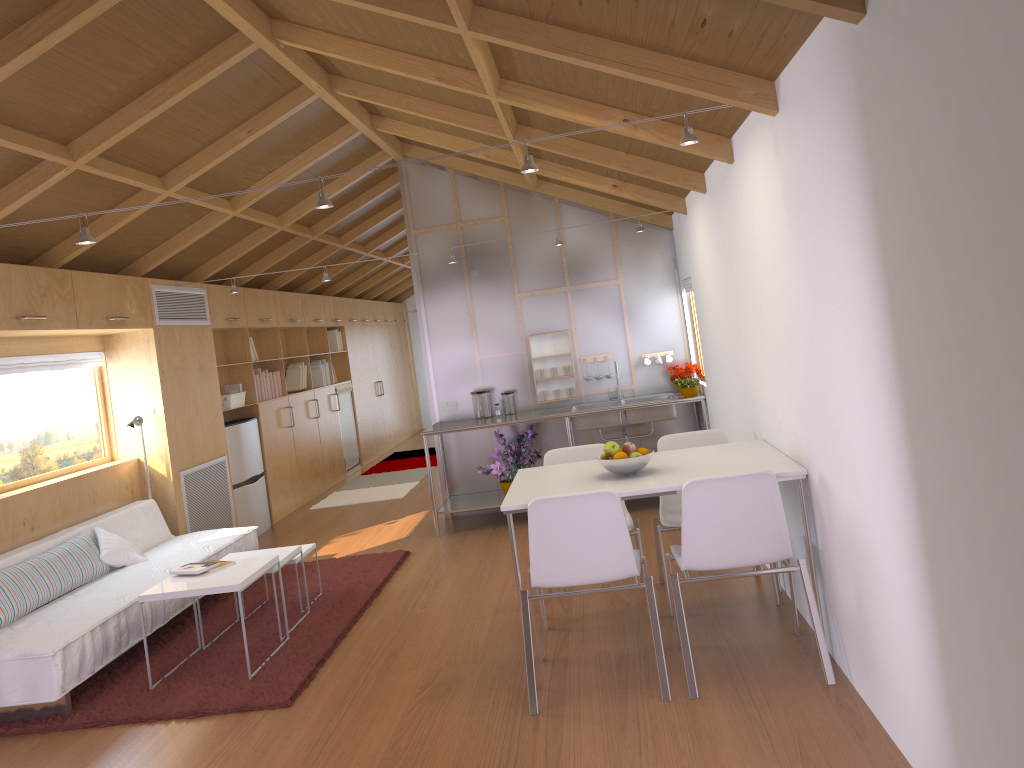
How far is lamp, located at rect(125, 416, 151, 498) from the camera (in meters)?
6.07

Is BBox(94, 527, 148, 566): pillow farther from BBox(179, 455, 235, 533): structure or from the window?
BBox(179, 455, 235, 533): structure

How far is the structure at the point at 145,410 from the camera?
6.3m

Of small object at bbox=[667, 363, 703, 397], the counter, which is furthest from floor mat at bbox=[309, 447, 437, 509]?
small object at bbox=[667, 363, 703, 397]

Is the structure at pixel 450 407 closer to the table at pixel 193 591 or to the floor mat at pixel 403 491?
the floor mat at pixel 403 491

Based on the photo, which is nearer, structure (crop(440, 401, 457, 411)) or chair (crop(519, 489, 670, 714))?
chair (crop(519, 489, 670, 714))

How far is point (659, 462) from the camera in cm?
408

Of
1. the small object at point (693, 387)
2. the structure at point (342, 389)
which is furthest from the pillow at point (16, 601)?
the structure at point (342, 389)

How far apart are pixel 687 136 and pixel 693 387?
3.4 meters

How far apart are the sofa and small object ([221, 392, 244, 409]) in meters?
1.5 m
